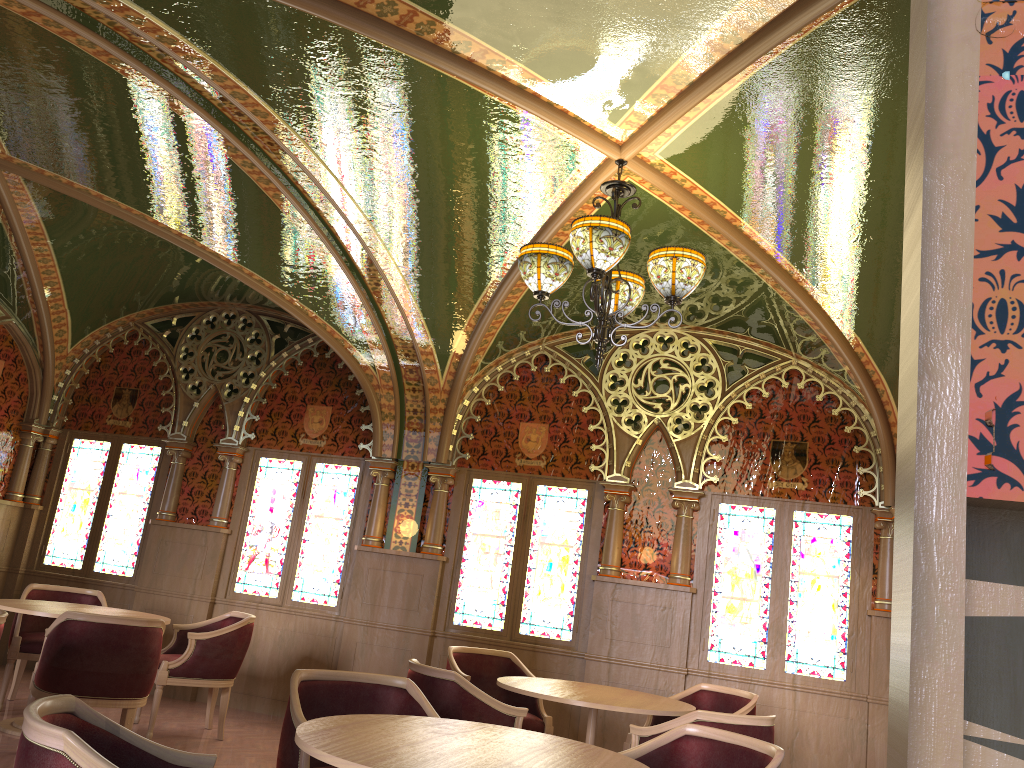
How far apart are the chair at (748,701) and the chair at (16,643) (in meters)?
4.20

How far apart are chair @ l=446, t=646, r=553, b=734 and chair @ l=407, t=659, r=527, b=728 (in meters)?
1.23

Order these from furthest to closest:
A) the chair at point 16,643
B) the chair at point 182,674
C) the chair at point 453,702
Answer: the chair at point 16,643 → the chair at point 182,674 → the chair at point 453,702

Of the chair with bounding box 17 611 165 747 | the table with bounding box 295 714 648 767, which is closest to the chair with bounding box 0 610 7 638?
the chair with bounding box 17 611 165 747

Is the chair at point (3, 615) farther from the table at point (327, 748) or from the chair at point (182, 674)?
the table at point (327, 748)

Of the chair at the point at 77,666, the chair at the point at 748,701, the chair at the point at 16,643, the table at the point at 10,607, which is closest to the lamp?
the chair at the point at 748,701

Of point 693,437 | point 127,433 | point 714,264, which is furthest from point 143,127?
point 693,437

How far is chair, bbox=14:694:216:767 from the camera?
1.9 meters

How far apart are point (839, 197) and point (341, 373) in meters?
4.9

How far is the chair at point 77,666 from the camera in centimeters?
486cm
